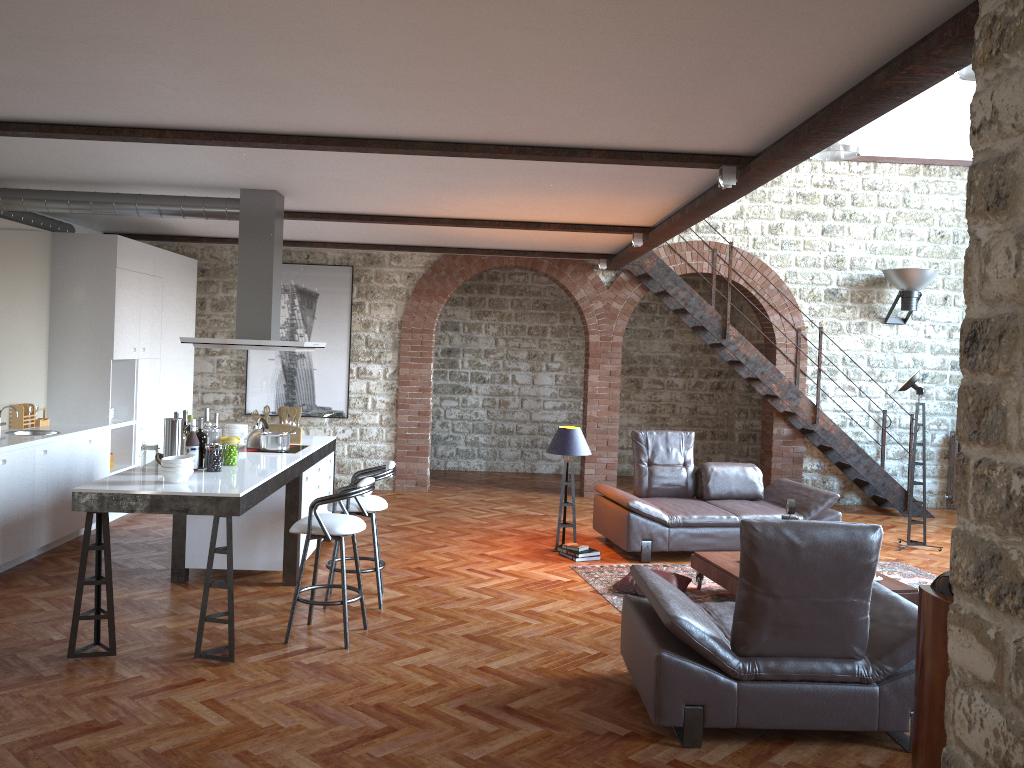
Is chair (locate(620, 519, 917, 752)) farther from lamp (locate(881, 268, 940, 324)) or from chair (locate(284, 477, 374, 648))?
lamp (locate(881, 268, 940, 324))

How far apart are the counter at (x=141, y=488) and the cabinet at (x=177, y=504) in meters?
0.0

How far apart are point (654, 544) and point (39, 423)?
5.5 meters

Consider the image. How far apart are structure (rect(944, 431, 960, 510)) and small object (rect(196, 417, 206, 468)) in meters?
9.2 m

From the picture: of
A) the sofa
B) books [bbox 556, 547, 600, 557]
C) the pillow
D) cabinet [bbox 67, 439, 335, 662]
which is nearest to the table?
the pillow

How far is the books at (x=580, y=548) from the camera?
7.7 meters

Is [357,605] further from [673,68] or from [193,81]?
[673,68]

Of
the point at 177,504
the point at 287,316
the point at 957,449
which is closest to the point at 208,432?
the point at 177,504

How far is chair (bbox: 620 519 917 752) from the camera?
3.98m

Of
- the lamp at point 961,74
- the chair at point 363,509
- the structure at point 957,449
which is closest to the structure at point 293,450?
the chair at point 363,509
